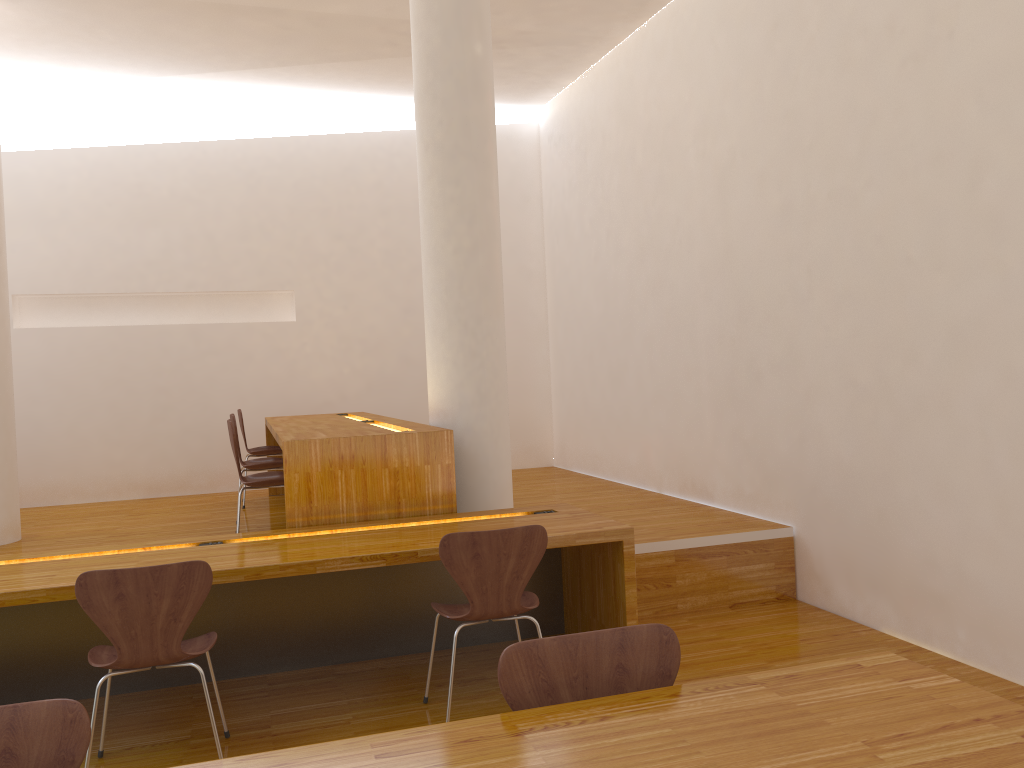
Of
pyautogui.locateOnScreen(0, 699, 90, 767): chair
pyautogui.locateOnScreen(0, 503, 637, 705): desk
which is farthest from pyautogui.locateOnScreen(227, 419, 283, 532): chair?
pyautogui.locateOnScreen(0, 699, 90, 767): chair

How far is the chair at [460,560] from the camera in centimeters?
302cm

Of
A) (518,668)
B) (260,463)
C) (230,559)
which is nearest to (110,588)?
(230,559)

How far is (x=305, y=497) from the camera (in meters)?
3.87

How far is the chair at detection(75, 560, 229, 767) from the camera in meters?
2.7

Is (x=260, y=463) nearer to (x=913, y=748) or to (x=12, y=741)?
(x=12, y=741)

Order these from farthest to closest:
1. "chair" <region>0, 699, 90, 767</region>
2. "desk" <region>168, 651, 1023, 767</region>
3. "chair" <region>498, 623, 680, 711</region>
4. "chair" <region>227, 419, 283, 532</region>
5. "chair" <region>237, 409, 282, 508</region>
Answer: "chair" <region>237, 409, 282, 508</region>
"chair" <region>227, 419, 283, 532</region>
"chair" <region>498, 623, 680, 711</region>
"chair" <region>0, 699, 90, 767</region>
"desk" <region>168, 651, 1023, 767</region>

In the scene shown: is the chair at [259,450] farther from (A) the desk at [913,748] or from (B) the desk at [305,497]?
(A) the desk at [913,748]

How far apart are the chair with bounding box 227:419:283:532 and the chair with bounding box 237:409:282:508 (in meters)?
1.73

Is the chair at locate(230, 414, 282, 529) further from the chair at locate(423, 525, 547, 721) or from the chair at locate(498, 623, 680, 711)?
the chair at locate(498, 623, 680, 711)
